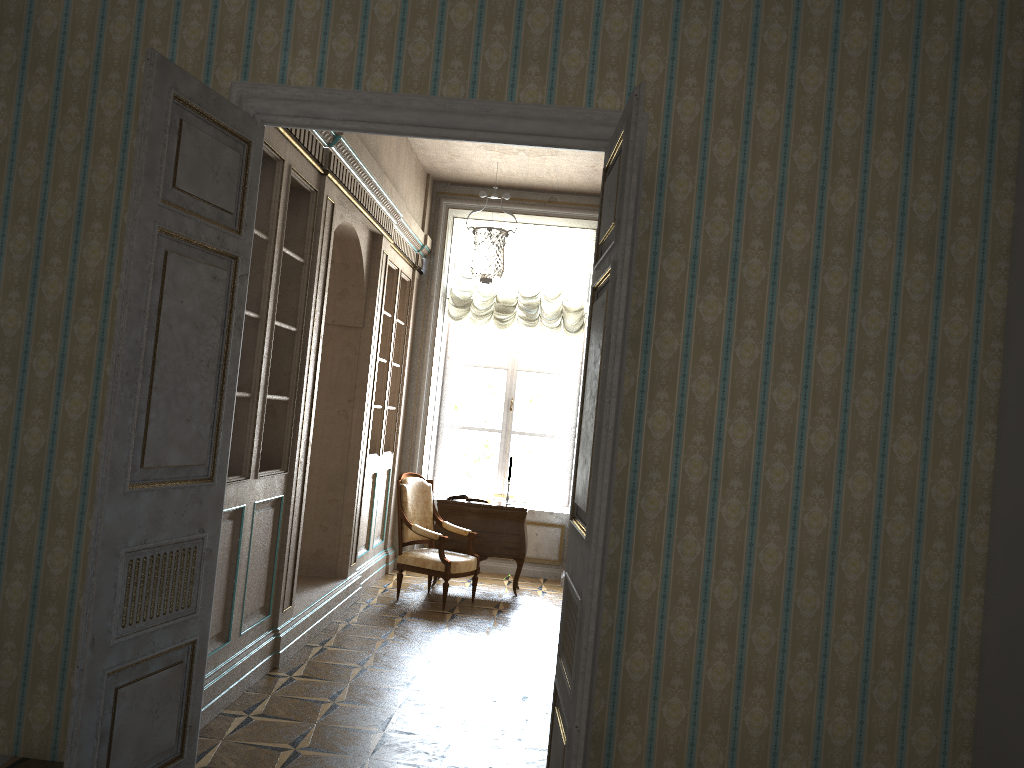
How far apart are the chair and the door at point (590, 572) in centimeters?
366cm

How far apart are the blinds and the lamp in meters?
0.1

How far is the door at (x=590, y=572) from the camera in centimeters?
277cm

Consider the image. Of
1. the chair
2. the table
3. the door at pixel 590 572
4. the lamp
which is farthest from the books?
the door at pixel 590 572

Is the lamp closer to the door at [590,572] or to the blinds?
the blinds

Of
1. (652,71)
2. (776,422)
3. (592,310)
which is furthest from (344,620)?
(652,71)

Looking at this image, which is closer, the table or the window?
the table

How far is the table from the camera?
7.77m

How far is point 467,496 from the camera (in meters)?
7.89

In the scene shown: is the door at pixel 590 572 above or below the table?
above
